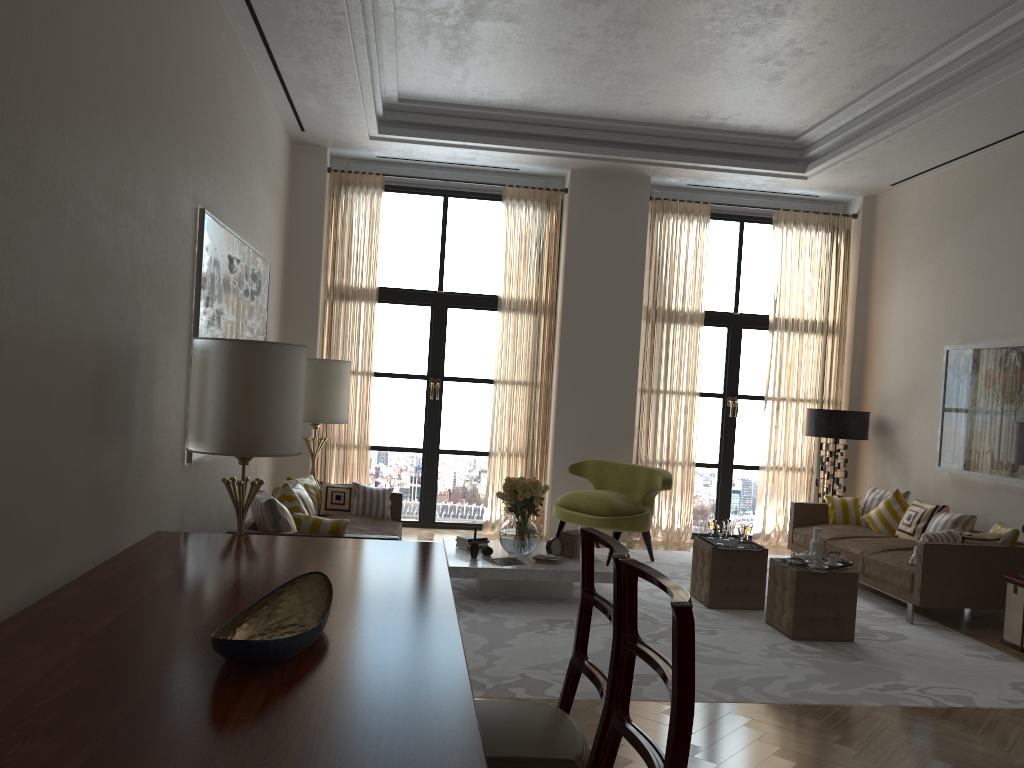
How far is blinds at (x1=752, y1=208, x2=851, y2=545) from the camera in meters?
12.6

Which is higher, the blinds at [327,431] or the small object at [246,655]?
the blinds at [327,431]

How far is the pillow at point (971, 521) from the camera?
9.5 meters

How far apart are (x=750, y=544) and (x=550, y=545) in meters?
2.0 m

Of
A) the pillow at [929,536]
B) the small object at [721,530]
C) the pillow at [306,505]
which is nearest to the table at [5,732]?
the pillow at [306,505]

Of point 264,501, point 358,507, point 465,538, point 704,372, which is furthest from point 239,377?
point 704,372

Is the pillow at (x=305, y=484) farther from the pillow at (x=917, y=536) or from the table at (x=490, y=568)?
the pillow at (x=917, y=536)

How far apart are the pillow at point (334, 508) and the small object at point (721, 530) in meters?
3.8

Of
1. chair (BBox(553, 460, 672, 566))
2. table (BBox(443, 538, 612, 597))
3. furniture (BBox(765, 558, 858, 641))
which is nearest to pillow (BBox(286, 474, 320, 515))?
table (BBox(443, 538, 612, 597))

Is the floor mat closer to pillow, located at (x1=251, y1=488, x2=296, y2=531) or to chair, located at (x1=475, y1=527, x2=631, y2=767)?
pillow, located at (x1=251, y1=488, x2=296, y2=531)
